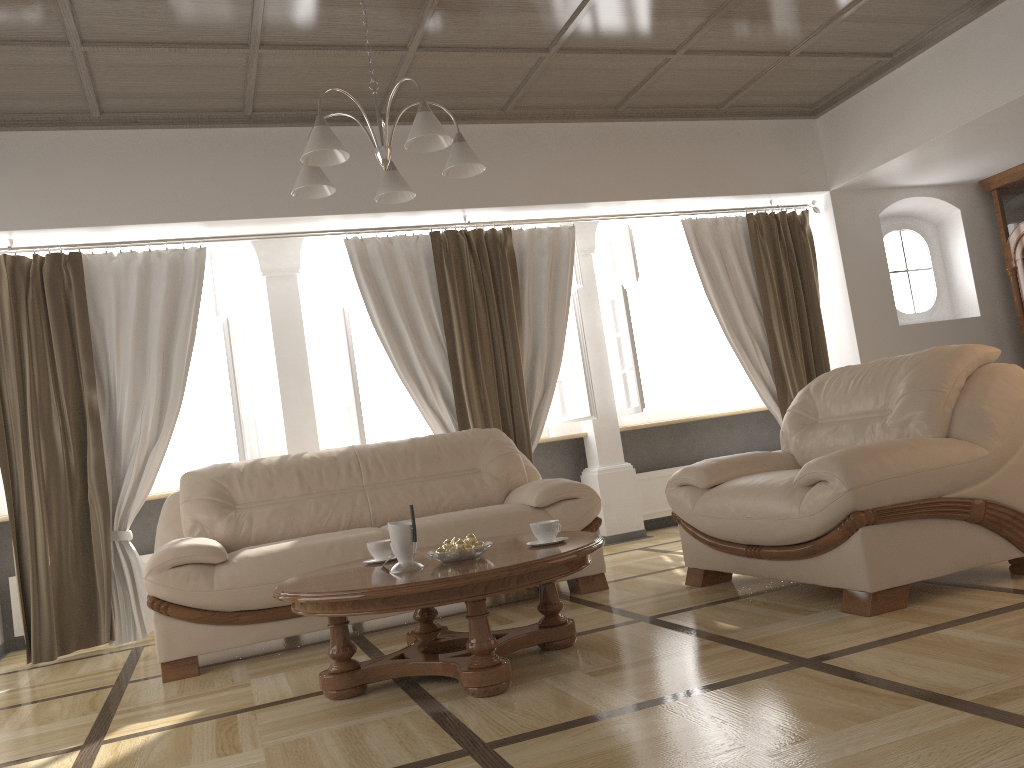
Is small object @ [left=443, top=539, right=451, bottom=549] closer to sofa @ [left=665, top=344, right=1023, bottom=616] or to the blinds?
sofa @ [left=665, top=344, right=1023, bottom=616]

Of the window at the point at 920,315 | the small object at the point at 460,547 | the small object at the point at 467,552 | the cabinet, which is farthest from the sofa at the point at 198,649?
the cabinet

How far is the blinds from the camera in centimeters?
477cm

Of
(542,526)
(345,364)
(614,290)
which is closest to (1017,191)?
(614,290)

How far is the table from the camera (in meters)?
2.63

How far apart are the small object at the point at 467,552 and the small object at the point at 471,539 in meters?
0.1

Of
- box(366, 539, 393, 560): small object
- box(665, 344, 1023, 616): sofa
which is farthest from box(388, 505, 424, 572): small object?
box(665, 344, 1023, 616): sofa

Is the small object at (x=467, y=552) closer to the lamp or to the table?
the table

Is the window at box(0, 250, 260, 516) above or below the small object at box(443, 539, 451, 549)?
above

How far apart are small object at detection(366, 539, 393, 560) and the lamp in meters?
1.4
